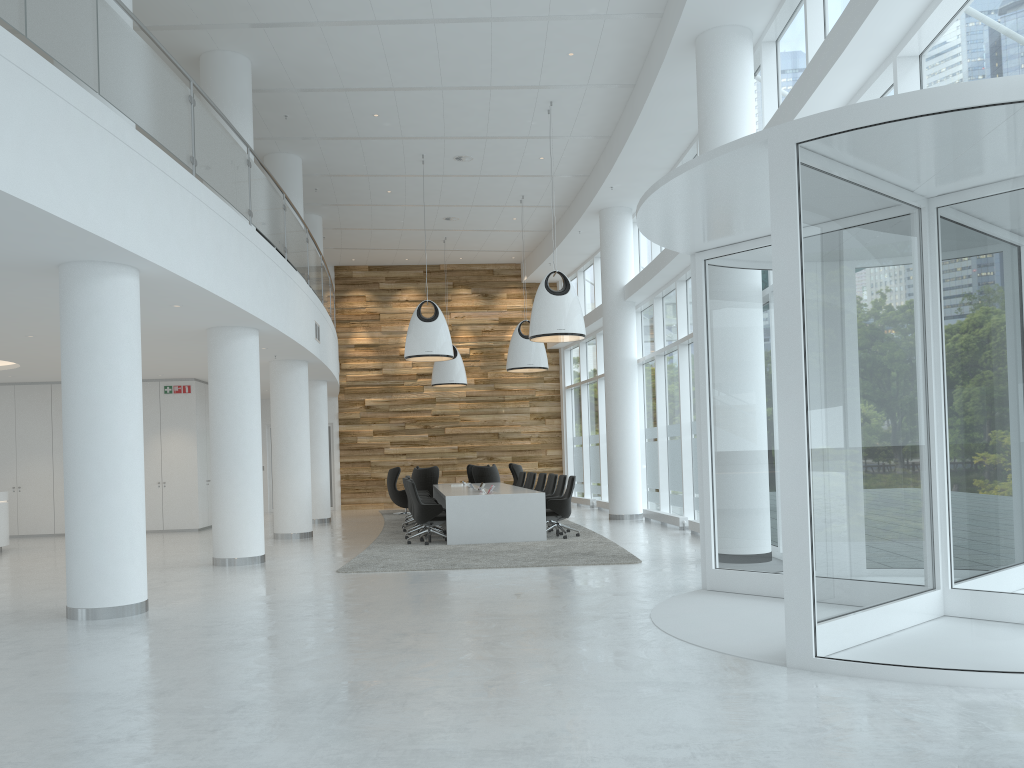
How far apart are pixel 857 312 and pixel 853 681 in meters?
2.0

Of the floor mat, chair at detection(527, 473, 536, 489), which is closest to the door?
the floor mat

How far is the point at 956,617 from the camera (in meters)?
4.71

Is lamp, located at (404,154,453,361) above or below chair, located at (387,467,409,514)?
above

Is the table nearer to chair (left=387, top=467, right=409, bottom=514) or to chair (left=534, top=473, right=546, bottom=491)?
chair (left=534, top=473, right=546, bottom=491)

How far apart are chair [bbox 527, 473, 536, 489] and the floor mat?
1.3 meters

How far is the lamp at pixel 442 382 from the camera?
21.26m

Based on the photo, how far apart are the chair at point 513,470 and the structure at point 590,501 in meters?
1.9

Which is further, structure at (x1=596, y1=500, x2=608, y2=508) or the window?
structure at (x1=596, y1=500, x2=608, y2=508)

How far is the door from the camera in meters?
7.7
